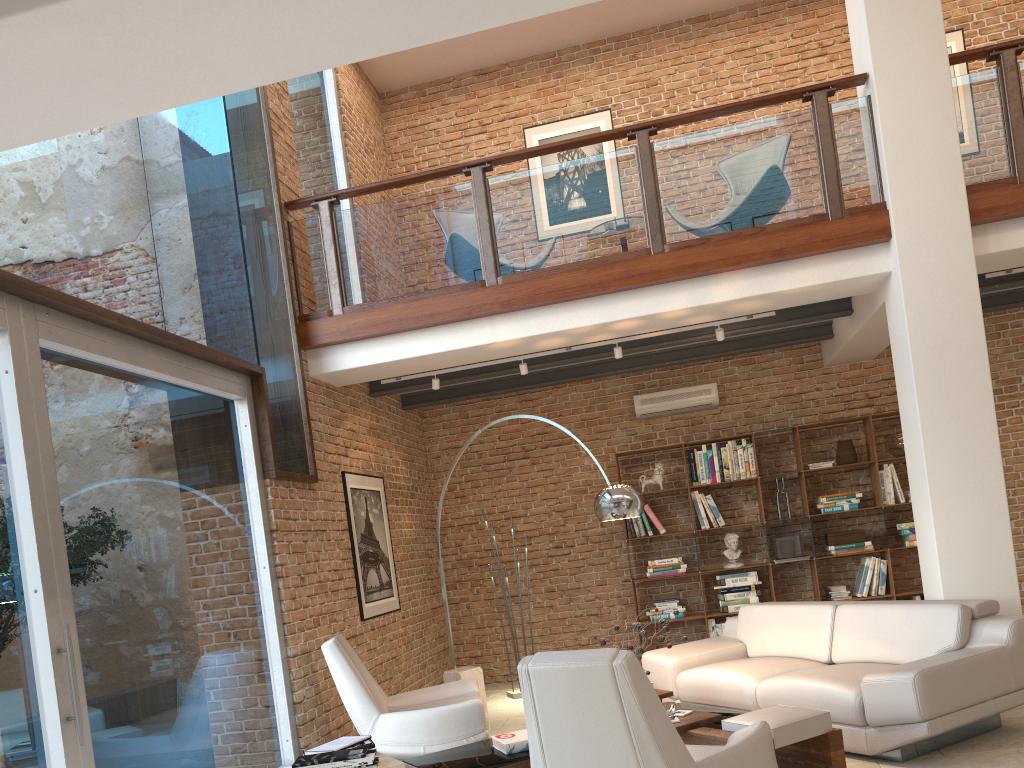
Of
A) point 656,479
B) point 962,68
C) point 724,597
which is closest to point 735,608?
point 724,597

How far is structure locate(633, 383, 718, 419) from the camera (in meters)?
8.64

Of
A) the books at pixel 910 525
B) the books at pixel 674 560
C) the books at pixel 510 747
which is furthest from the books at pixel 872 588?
the books at pixel 510 747

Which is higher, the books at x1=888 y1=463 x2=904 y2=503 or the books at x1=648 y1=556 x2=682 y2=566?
the books at x1=888 y1=463 x2=904 y2=503

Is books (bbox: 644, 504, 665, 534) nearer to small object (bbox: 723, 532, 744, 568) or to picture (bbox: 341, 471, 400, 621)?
small object (bbox: 723, 532, 744, 568)

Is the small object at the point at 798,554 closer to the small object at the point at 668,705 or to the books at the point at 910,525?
the books at the point at 910,525

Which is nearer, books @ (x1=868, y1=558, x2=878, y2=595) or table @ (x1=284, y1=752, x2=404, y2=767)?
table @ (x1=284, y1=752, x2=404, y2=767)

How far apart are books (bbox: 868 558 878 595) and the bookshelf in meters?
0.1

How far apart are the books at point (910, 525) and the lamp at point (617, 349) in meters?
3.3

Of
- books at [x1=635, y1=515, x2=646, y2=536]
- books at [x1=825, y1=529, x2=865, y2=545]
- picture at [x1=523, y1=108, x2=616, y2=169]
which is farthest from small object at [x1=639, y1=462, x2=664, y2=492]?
picture at [x1=523, y1=108, x2=616, y2=169]
